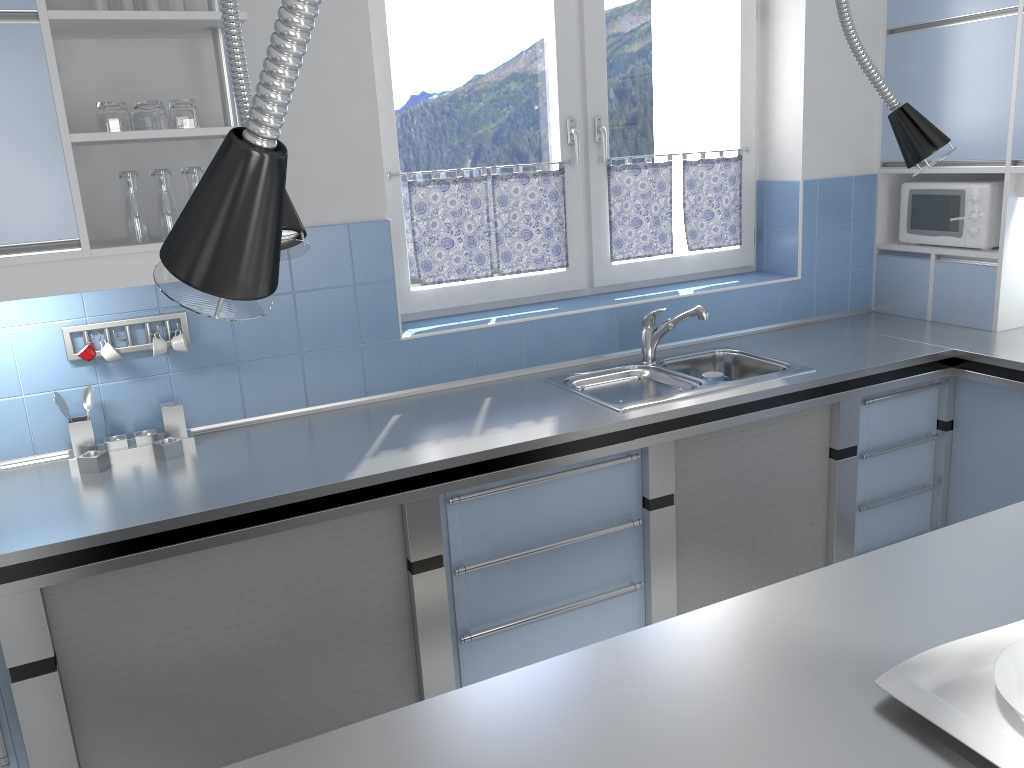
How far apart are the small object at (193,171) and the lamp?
1.81m

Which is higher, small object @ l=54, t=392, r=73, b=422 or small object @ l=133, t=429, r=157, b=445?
small object @ l=54, t=392, r=73, b=422

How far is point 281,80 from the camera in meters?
0.3

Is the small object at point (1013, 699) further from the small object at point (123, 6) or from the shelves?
the small object at point (123, 6)

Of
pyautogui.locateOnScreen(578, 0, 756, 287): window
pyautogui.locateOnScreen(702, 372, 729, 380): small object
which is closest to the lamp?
pyautogui.locateOnScreen(702, 372, 729, 380): small object

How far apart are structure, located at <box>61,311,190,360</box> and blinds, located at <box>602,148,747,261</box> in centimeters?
169cm

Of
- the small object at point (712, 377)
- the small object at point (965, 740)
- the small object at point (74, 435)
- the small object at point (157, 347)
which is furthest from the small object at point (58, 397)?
the small object at point (965, 740)

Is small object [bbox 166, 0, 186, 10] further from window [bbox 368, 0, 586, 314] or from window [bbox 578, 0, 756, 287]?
window [bbox 578, 0, 756, 287]

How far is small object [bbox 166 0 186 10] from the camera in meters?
2.3 m

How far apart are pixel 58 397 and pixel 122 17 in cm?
107
